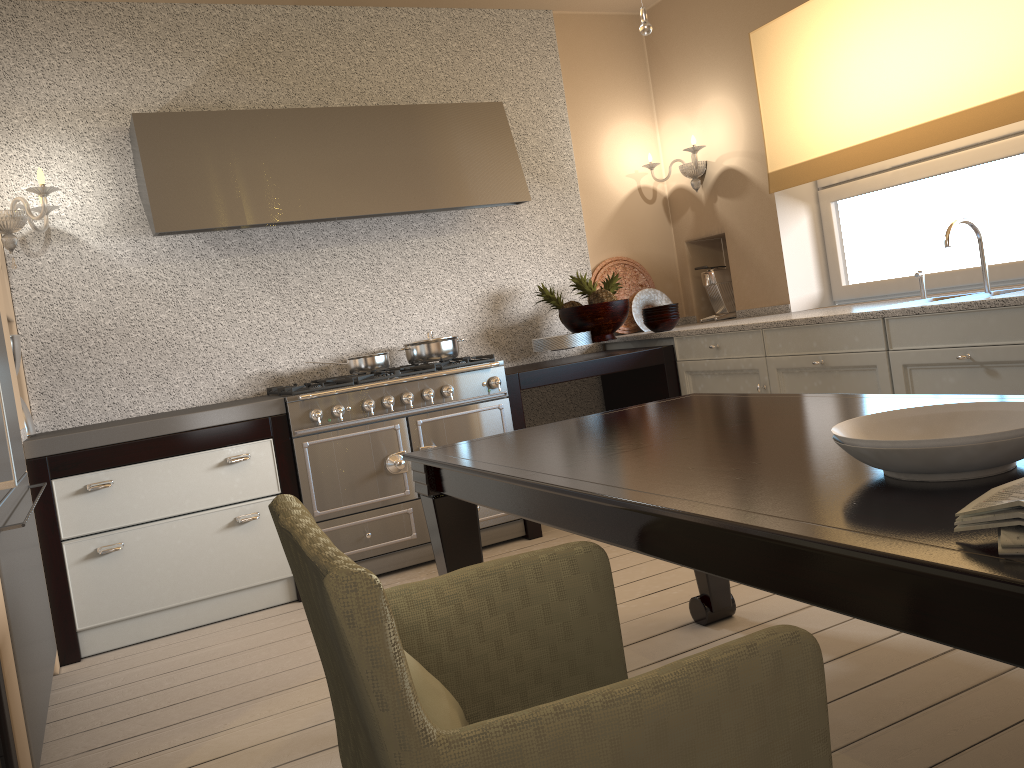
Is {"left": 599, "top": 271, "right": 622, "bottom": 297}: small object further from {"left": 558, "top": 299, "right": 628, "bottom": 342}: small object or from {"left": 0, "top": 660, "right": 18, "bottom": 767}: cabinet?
{"left": 0, "top": 660, "right": 18, "bottom": 767}: cabinet

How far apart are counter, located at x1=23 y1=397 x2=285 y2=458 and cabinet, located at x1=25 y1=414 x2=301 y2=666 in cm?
2

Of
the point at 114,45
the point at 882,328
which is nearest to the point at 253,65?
the point at 114,45

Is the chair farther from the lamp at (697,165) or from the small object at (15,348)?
the lamp at (697,165)

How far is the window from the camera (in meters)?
3.52

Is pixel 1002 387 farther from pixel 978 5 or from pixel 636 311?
pixel 636 311

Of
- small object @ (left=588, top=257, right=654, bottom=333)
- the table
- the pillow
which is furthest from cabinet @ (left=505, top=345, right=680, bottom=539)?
the pillow

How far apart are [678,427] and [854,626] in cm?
89

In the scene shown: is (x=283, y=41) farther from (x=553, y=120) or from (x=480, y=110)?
(x=553, y=120)

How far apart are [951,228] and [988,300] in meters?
0.5
